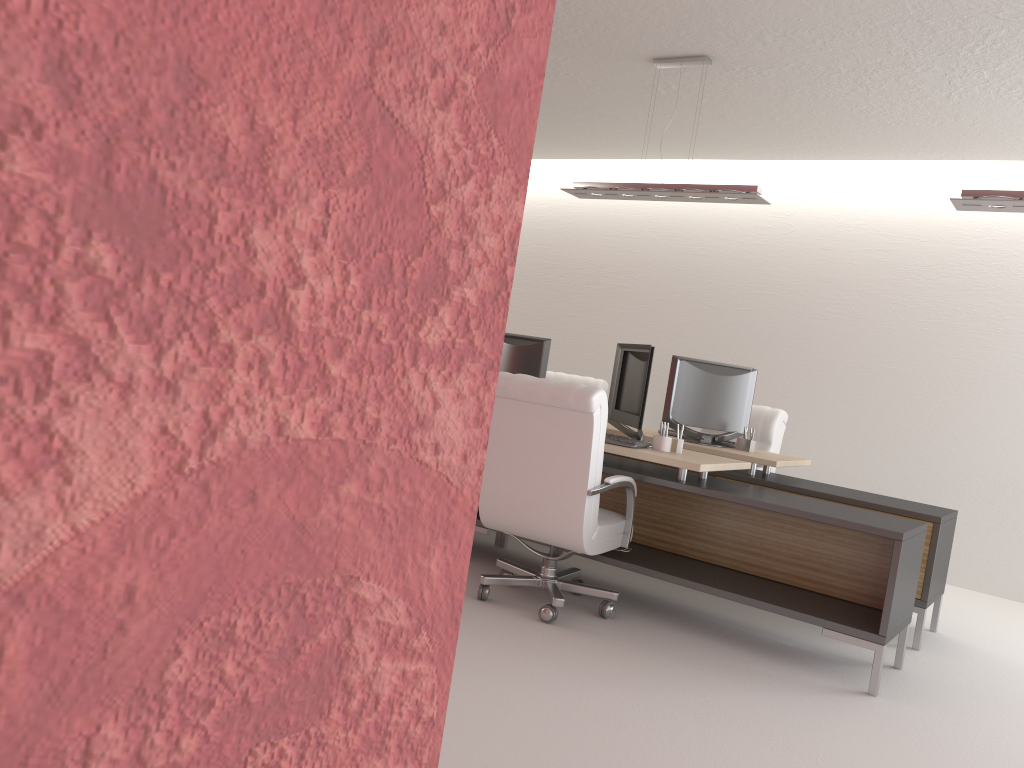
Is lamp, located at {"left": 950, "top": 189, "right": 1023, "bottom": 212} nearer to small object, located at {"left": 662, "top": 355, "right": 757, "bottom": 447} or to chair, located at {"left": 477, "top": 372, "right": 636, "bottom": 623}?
small object, located at {"left": 662, "top": 355, "right": 757, "bottom": 447}

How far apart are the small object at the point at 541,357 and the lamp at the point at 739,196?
1.6m

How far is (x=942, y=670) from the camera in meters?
6.3

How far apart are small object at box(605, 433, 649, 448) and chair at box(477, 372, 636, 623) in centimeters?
29cm

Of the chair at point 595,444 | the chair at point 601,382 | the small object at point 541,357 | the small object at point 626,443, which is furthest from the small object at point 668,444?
the chair at point 601,382

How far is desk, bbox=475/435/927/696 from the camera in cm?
571

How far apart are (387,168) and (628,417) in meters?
6.7 m

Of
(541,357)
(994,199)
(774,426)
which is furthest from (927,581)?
(541,357)

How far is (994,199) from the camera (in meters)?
6.22

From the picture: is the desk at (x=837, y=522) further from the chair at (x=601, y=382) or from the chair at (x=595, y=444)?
the chair at (x=601, y=382)
